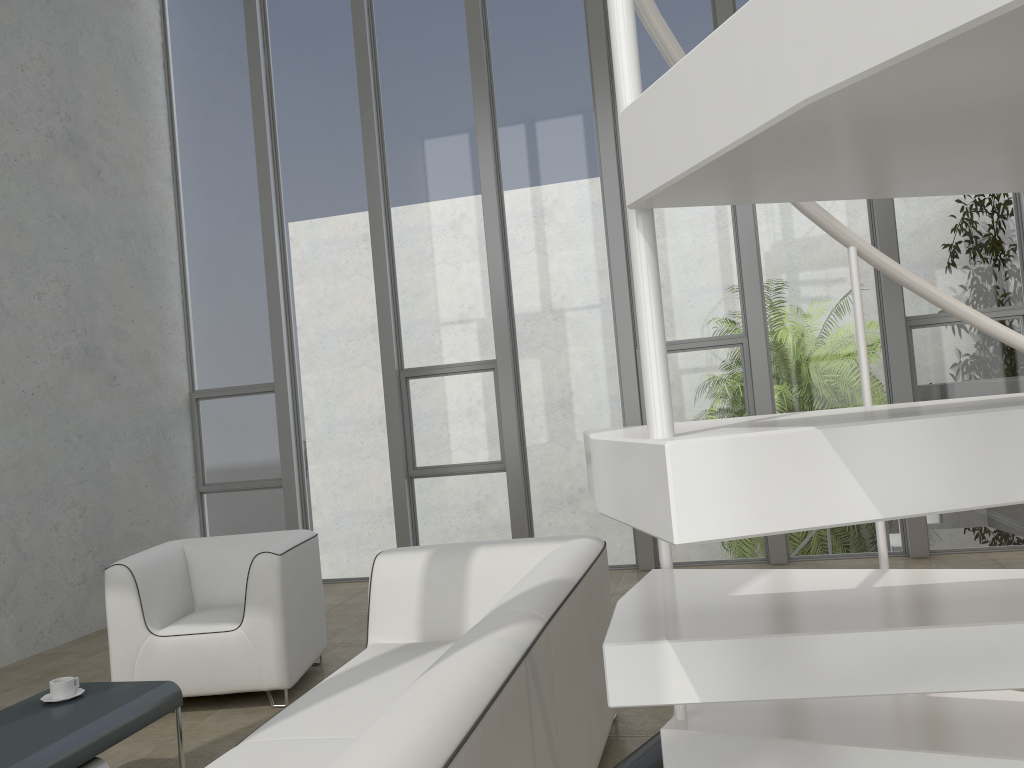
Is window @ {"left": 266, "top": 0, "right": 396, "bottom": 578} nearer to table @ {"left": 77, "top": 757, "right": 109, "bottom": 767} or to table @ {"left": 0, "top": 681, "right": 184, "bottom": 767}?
table @ {"left": 0, "top": 681, "right": 184, "bottom": 767}

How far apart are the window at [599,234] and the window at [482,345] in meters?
0.2

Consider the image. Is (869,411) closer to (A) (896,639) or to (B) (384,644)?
(A) (896,639)

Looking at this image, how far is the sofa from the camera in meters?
1.6

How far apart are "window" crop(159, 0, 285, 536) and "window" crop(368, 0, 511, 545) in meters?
1.1 m

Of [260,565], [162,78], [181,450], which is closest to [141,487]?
[181,450]

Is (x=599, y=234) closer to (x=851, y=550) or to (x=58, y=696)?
(x=851, y=550)

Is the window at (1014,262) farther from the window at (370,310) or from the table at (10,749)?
the table at (10,749)

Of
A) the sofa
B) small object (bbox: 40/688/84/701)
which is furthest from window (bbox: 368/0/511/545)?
small object (bbox: 40/688/84/701)

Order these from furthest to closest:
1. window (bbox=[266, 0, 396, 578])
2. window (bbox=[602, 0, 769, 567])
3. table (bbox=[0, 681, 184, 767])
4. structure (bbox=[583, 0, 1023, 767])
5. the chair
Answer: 1. window (bbox=[266, 0, 396, 578])
2. window (bbox=[602, 0, 769, 567])
3. the chair
4. table (bbox=[0, 681, 184, 767])
5. structure (bbox=[583, 0, 1023, 767])
